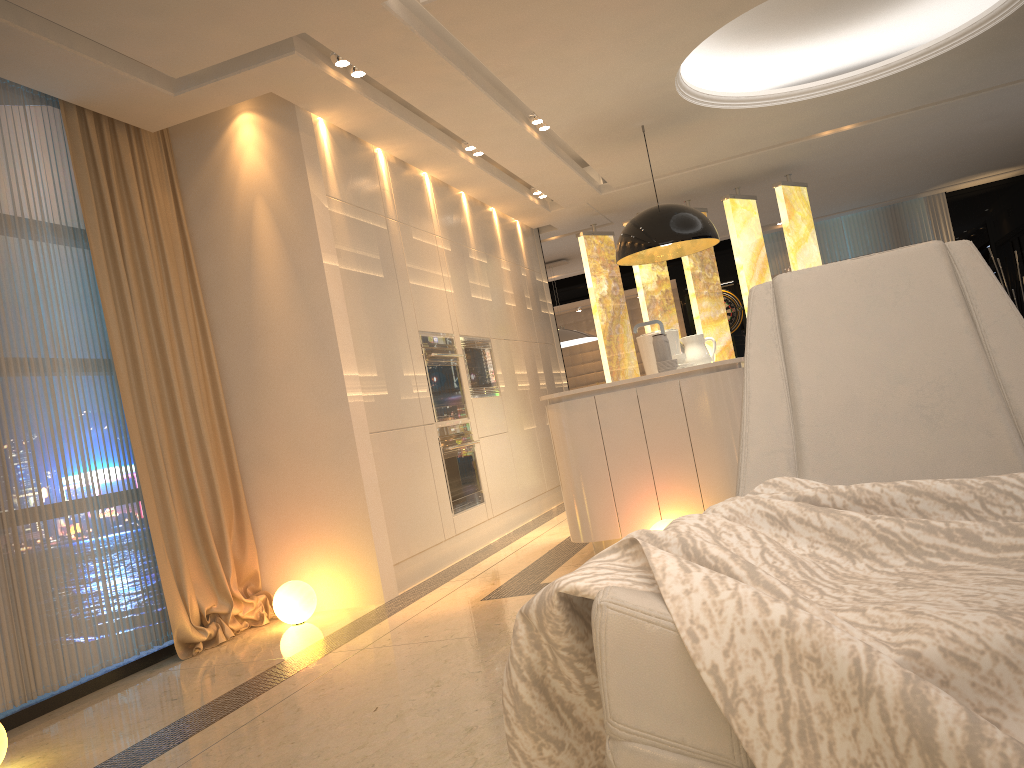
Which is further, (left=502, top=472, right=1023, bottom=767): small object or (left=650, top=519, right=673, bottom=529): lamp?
(left=650, top=519, right=673, bottom=529): lamp

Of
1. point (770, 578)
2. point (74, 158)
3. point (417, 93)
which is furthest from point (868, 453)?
point (74, 158)

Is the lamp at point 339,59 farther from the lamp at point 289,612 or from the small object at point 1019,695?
the small object at point 1019,695

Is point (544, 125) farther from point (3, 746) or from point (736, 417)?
point (3, 746)

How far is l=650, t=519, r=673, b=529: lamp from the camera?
4.0 meters

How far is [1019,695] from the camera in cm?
98

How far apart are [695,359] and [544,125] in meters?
1.9 m

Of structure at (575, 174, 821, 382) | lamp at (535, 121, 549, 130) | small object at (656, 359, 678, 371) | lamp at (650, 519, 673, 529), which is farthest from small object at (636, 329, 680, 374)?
structure at (575, 174, 821, 382)

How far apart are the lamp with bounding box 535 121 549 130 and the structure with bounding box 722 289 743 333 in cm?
678

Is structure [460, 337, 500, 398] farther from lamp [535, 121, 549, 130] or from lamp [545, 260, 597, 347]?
lamp [545, 260, 597, 347]
